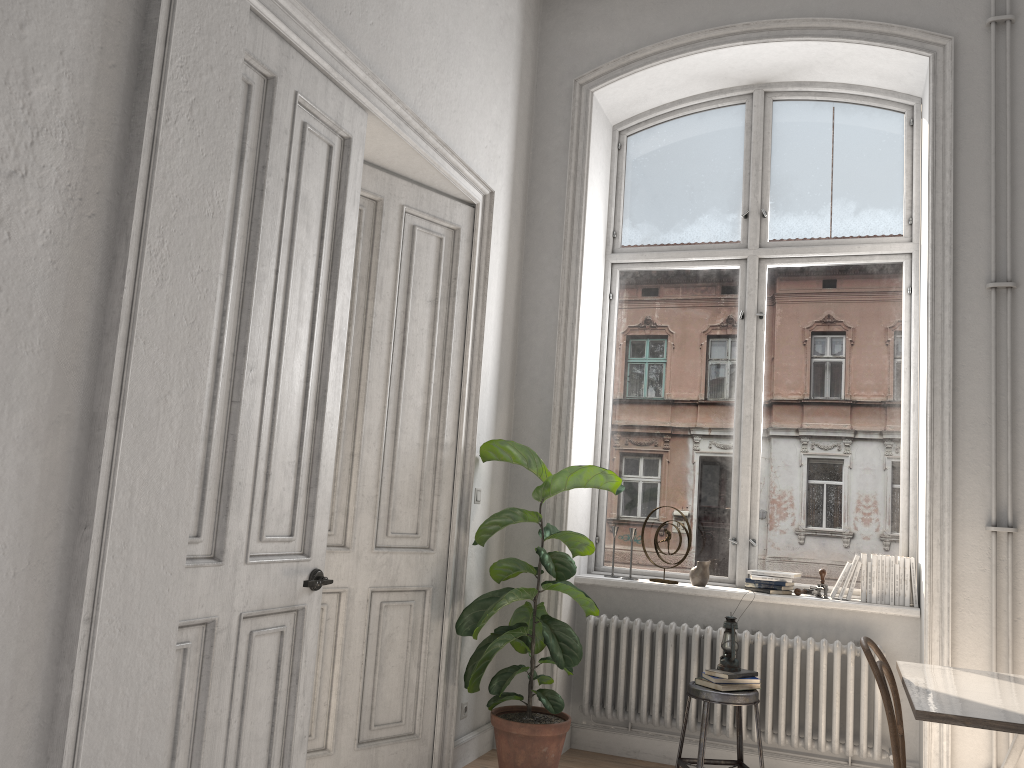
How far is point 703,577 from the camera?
4.8m

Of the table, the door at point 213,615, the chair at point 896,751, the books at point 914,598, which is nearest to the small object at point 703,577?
the books at point 914,598

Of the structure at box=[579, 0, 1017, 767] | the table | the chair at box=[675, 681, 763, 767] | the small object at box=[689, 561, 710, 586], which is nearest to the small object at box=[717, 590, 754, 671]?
the chair at box=[675, 681, 763, 767]

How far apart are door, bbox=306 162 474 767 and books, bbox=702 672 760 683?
1.31m

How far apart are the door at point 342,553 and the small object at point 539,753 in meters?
0.1

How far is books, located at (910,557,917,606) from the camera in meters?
4.4 m

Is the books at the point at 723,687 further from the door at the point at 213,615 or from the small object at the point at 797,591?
the door at the point at 213,615

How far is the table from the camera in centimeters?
262cm

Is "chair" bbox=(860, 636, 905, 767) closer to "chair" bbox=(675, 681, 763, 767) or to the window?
"chair" bbox=(675, 681, 763, 767)

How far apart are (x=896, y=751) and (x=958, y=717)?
0.4m
